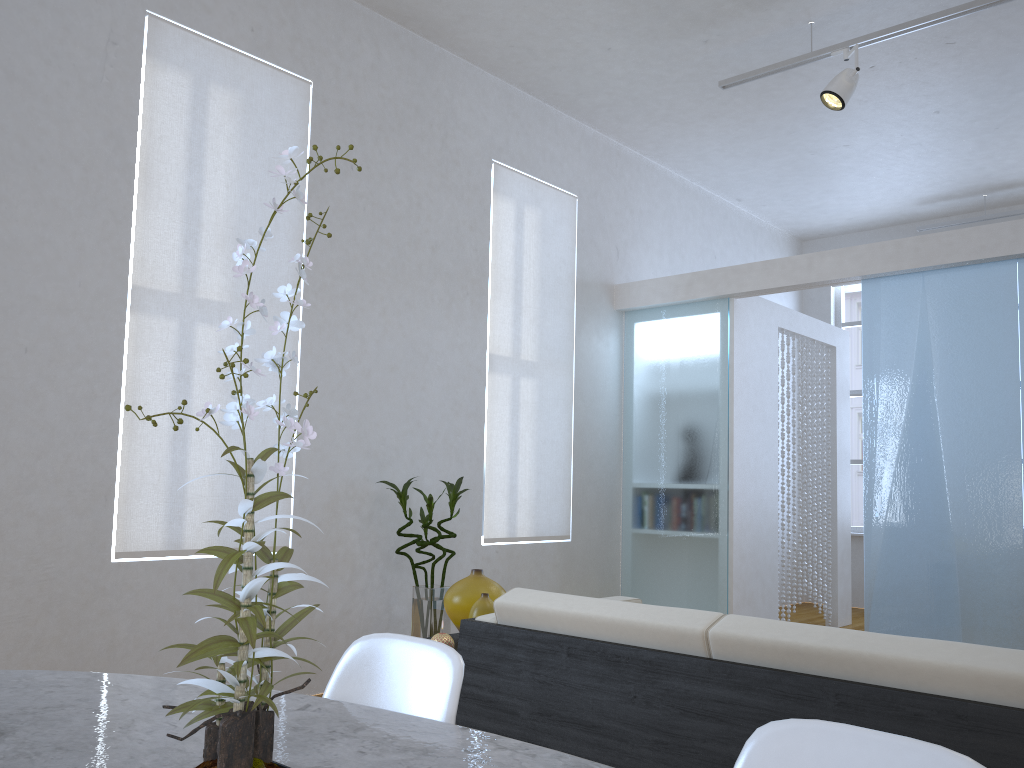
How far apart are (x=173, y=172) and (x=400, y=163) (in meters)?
1.24

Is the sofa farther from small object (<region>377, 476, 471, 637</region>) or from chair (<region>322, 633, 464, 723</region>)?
small object (<region>377, 476, 471, 637</region>)

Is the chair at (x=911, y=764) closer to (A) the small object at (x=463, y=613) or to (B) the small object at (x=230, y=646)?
(B) the small object at (x=230, y=646)

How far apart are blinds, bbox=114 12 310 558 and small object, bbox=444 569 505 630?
1.28m

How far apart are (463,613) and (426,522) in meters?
1.3 m

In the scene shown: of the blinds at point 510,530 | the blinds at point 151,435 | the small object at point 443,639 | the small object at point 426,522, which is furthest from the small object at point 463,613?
the blinds at point 510,530

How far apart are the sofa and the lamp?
2.7m

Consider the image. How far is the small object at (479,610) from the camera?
2.6 meters

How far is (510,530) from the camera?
4.9m

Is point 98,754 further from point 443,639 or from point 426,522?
point 426,522
